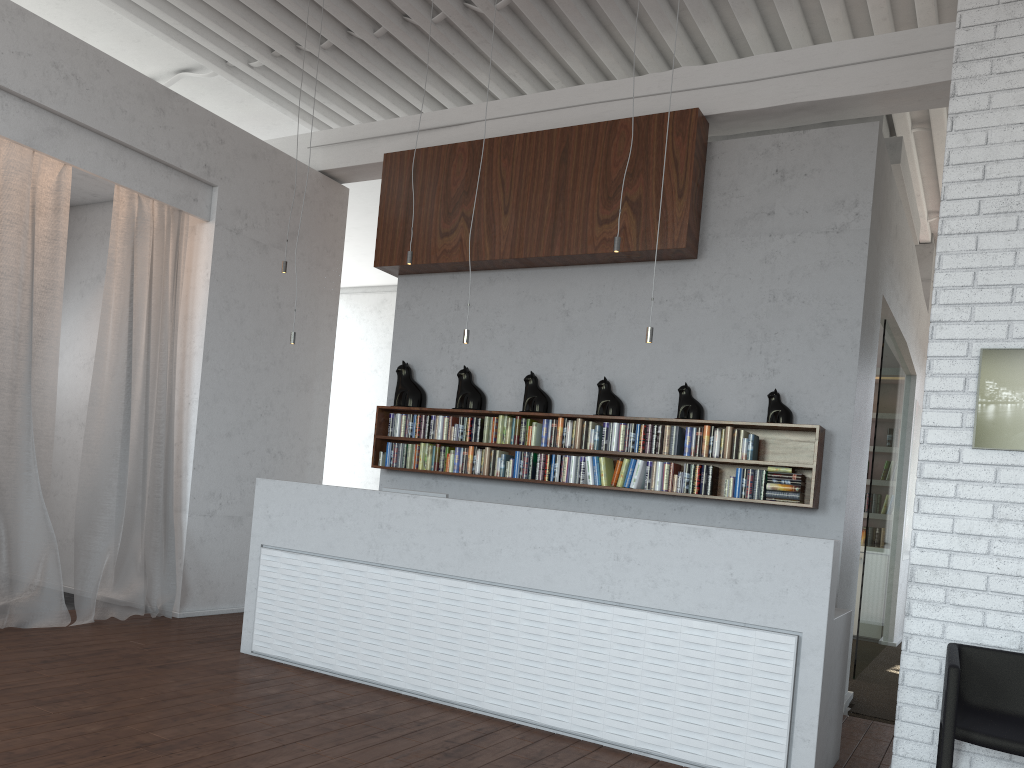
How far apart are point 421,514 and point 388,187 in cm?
333
